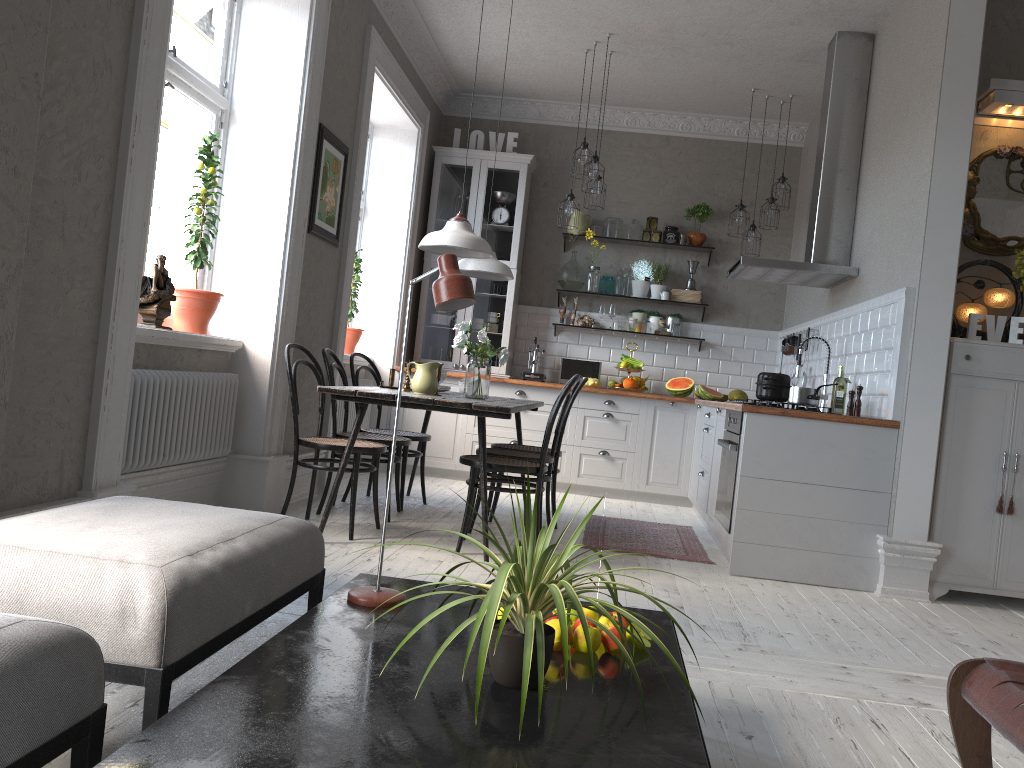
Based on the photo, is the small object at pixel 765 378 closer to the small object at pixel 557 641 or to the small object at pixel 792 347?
the small object at pixel 792 347

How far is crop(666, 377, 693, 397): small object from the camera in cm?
717

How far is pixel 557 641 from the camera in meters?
1.8

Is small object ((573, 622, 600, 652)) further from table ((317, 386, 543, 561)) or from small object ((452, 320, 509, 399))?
small object ((452, 320, 509, 399))

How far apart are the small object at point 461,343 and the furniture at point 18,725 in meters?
3.4

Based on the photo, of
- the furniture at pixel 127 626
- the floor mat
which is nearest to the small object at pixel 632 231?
the floor mat

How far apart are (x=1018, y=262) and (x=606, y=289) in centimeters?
371cm

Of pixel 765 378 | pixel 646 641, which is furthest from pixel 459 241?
pixel 646 641

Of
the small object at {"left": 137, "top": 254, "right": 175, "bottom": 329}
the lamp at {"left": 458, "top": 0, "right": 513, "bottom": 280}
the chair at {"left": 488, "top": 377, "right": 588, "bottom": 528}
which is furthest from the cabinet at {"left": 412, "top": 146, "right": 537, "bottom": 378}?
the small object at {"left": 137, "top": 254, "right": 175, "bottom": 329}

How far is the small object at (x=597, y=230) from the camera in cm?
768
